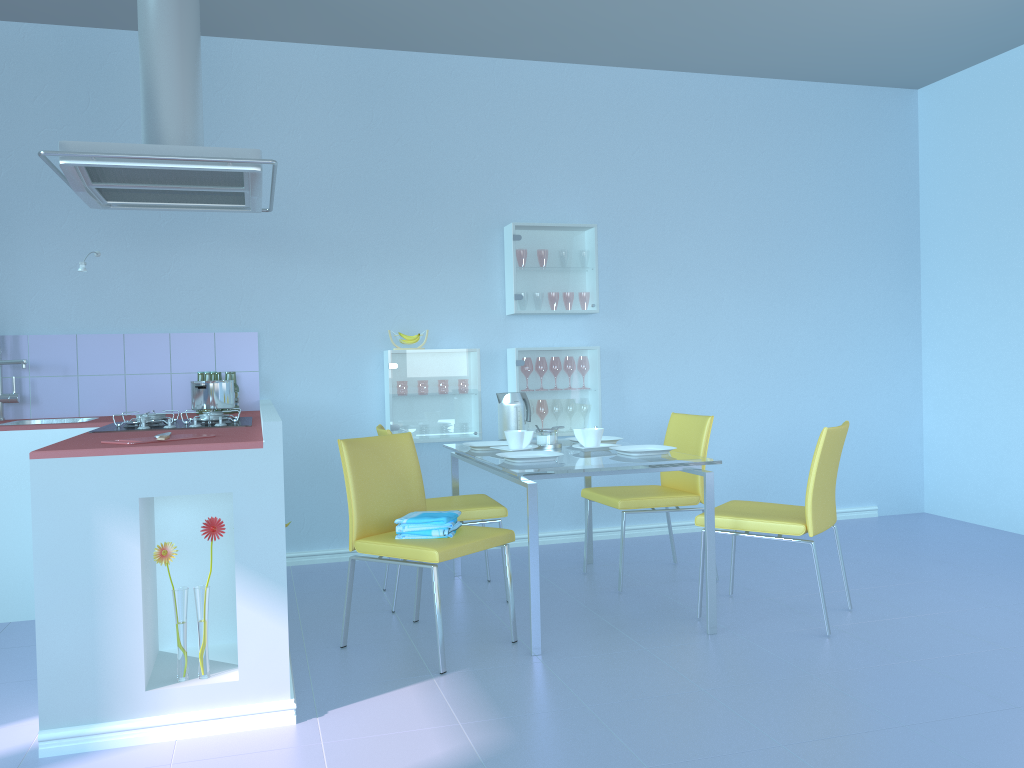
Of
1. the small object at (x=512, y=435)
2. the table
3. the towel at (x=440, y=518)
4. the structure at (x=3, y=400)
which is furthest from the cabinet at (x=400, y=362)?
the structure at (x=3, y=400)

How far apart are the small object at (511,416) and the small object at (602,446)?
0.53m

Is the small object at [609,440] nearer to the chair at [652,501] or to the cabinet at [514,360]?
the chair at [652,501]

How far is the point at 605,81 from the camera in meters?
4.7

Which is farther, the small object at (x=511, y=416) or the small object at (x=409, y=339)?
the small object at (x=409, y=339)

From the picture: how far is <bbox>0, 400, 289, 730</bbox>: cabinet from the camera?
2.2 meters

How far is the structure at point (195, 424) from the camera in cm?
295

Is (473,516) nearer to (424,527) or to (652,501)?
(424,527)

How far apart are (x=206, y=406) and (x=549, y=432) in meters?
1.3

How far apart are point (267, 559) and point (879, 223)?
4.2m
